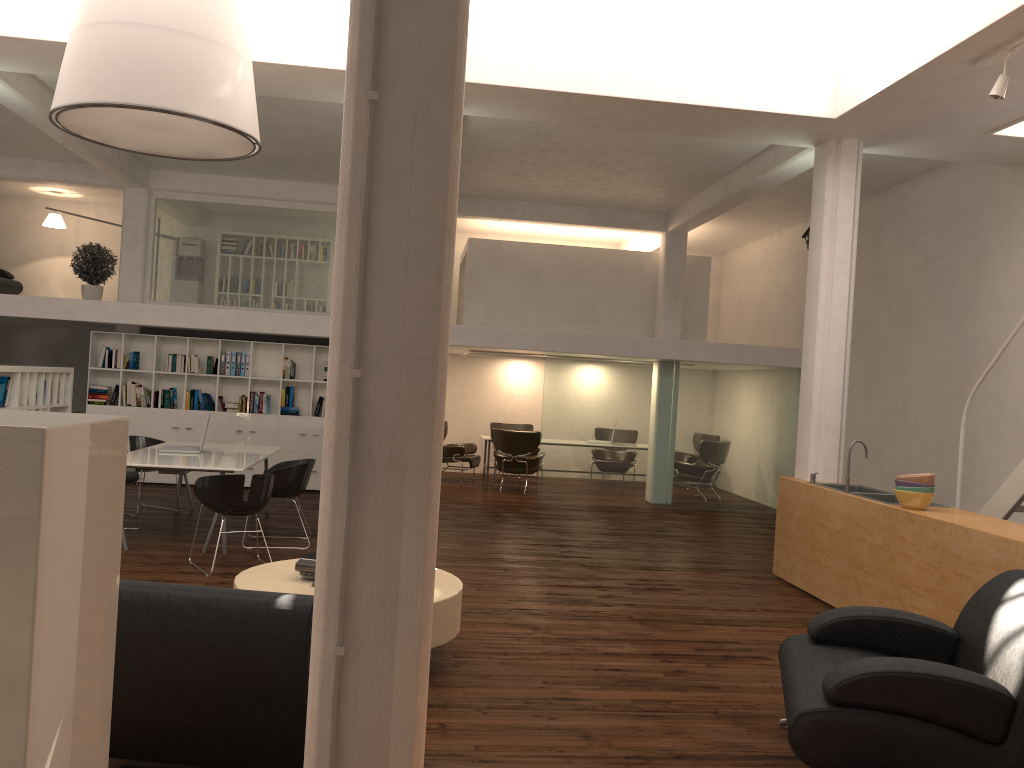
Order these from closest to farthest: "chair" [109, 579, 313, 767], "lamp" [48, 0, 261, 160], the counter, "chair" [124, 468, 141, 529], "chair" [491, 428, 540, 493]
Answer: "chair" [109, 579, 313, 767], "lamp" [48, 0, 261, 160], the counter, "chair" [124, 468, 141, 529], "chair" [491, 428, 540, 493]

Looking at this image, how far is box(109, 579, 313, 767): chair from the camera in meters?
3.6

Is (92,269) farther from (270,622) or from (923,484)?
(270,622)

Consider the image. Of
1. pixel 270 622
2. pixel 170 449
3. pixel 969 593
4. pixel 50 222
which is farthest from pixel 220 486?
pixel 50 222

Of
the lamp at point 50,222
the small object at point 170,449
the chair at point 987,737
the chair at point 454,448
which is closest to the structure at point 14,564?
the chair at point 987,737

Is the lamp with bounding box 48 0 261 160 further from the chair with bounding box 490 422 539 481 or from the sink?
the chair with bounding box 490 422 539 481

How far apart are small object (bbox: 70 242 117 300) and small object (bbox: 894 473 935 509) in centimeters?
1339cm

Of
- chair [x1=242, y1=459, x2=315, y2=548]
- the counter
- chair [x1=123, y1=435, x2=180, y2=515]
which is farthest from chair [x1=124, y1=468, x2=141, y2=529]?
the counter

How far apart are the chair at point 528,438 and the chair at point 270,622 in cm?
1264

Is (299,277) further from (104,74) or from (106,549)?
(106,549)
